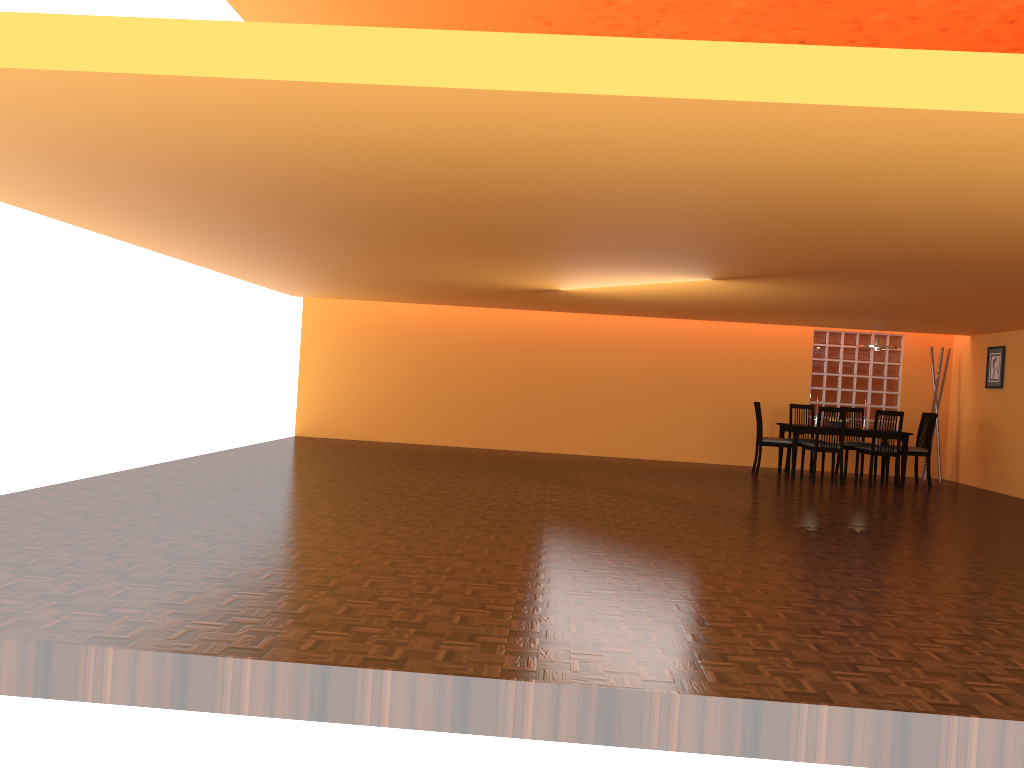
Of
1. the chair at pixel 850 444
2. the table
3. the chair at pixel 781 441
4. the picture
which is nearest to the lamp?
the table

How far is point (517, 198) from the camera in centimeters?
411cm

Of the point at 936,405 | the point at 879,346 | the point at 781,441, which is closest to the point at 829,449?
the point at 781,441

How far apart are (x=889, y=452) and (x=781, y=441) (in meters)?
1.08

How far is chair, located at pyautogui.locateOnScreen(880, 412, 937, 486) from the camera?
9.5m

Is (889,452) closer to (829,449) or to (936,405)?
(829,449)

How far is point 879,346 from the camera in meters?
9.5 m

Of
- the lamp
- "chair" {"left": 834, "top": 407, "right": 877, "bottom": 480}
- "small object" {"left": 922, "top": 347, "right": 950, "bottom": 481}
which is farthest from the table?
"small object" {"left": 922, "top": 347, "right": 950, "bottom": 481}

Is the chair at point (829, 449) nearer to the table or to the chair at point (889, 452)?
the table

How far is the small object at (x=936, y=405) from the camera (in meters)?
10.43
